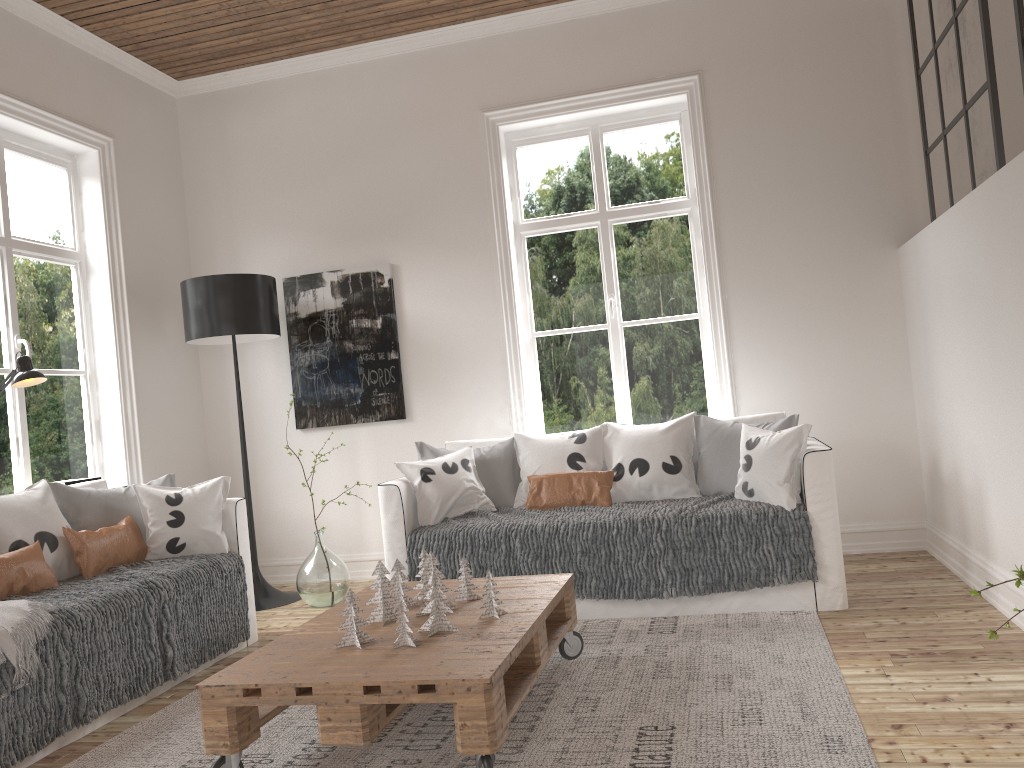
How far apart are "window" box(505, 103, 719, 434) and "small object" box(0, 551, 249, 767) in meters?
1.9

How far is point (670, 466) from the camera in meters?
4.0

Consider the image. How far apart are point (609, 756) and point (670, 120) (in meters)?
3.68

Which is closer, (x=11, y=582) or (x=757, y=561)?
(x=11, y=582)

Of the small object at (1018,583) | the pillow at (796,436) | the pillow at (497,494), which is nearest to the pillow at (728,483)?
the pillow at (796,436)

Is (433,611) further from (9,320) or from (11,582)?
(9,320)

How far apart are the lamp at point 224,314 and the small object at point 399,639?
2.4 meters

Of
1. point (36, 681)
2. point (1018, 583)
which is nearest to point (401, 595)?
point (36, 681)

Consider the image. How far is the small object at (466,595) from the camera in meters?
2.9

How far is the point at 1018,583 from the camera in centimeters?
140cm
